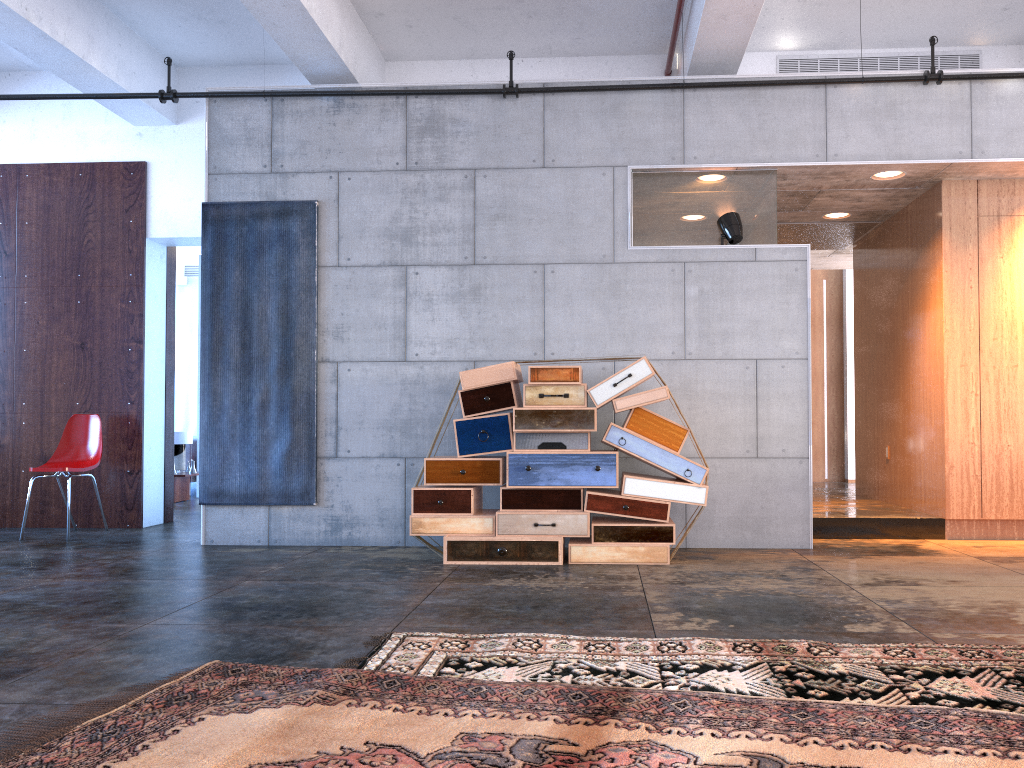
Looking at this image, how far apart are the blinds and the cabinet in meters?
11.8 m

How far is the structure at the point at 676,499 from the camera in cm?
549

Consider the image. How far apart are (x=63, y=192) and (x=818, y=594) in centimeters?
700cm

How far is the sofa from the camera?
10.9 meters

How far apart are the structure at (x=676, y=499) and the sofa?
6.1 meters

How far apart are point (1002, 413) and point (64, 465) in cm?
730

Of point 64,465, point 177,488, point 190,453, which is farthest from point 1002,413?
point 190,453

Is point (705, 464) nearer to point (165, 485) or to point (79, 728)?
point (79, 728)

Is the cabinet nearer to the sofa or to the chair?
the chair

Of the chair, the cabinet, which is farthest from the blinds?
the cabinet
